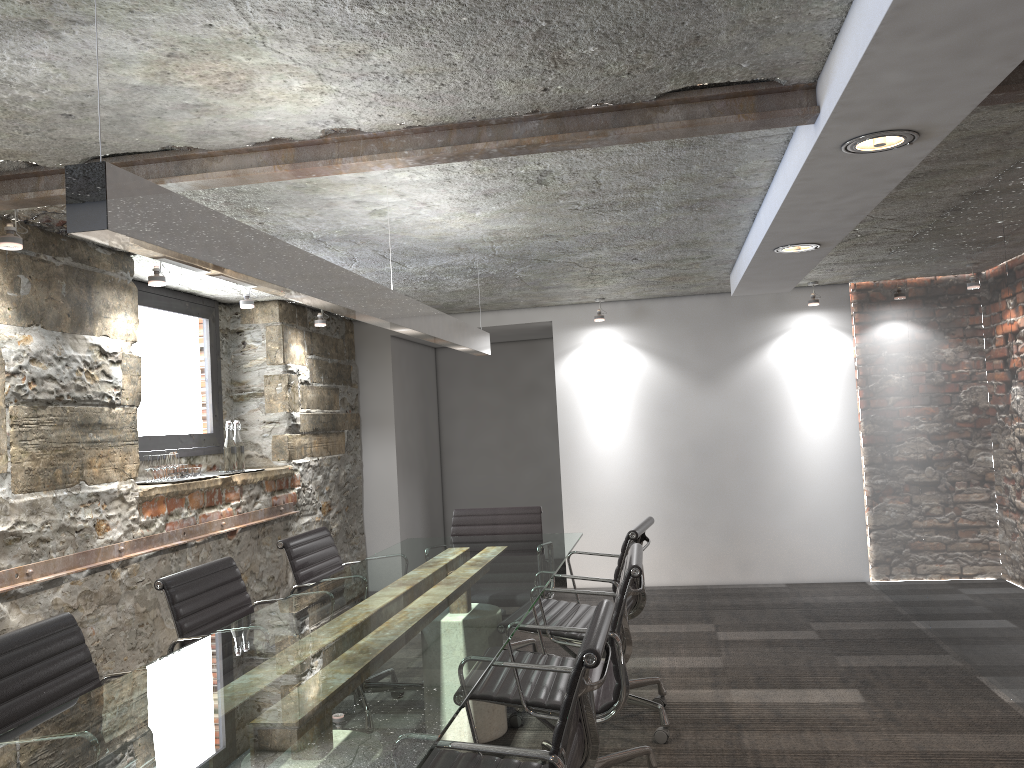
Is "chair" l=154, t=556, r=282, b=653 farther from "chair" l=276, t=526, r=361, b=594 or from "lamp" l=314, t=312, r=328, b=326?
"lamp" l=314, t=312, r=328, b=326

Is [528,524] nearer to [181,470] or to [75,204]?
[181,470]

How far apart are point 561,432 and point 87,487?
3.73m

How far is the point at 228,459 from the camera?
5.0m

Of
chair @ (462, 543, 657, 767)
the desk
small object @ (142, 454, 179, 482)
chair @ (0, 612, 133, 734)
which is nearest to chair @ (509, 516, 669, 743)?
the desk

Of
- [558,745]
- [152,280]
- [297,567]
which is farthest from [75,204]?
[152,280]

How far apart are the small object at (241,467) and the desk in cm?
131

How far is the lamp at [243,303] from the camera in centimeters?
483cm

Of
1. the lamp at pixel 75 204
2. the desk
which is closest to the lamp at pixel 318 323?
the lamp at pixel 75 204

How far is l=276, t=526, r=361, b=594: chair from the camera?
3.7m
